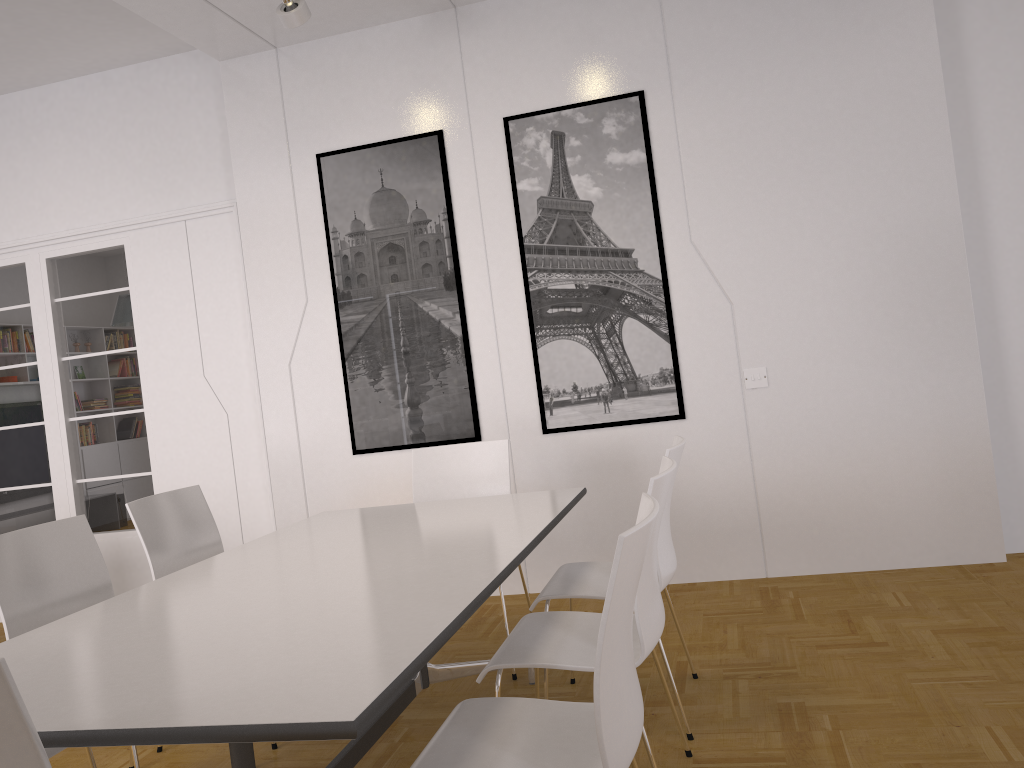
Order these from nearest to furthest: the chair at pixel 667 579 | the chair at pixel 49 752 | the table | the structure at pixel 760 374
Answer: the table < the chair at pixel 49 752 < the chair at pixel 667 579 < the structure at pixel 760 374

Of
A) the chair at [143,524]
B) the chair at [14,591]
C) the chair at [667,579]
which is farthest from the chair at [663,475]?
the chair at [143,524]

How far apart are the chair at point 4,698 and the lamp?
3.53m

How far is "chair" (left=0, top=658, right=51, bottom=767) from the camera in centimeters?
124cm

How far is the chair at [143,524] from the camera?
3.4 meters

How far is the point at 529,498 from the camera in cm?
359

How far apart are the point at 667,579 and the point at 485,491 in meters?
1.3

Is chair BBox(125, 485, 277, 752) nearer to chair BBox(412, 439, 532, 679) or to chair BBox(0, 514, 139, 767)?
chair BBox(0, 514, 139, 767)

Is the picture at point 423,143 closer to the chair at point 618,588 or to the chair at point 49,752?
the chair at point 49,752

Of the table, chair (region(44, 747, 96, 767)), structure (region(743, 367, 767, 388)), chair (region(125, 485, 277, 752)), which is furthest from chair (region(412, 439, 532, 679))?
chair (region(44, 747, 96, 767))
